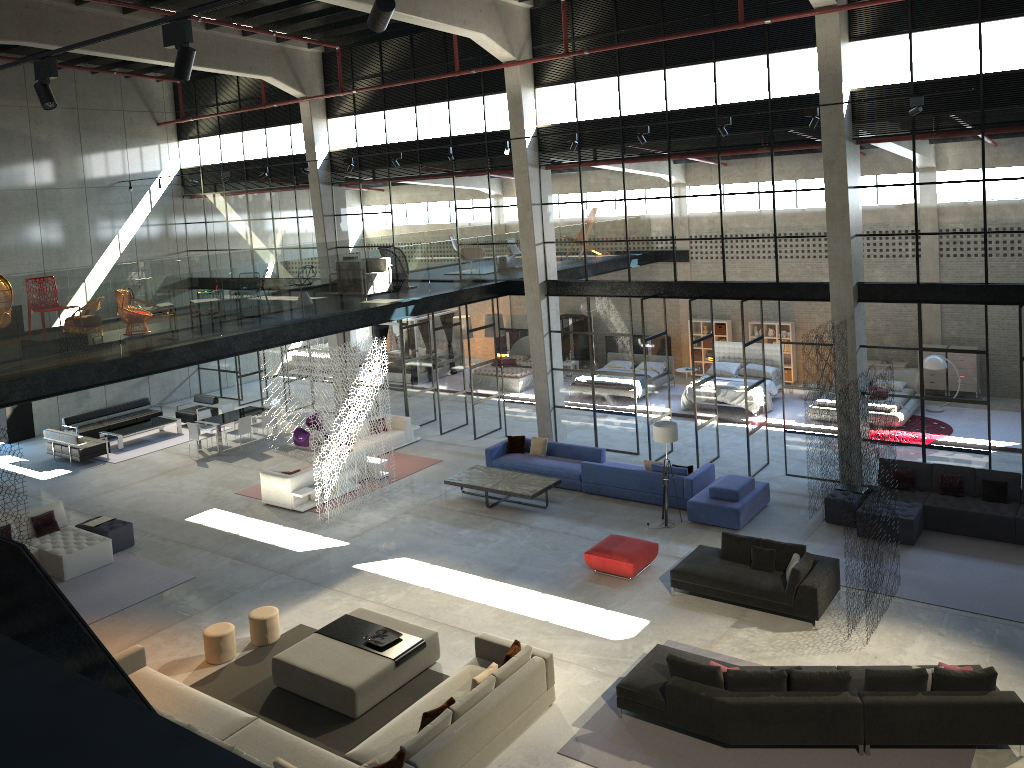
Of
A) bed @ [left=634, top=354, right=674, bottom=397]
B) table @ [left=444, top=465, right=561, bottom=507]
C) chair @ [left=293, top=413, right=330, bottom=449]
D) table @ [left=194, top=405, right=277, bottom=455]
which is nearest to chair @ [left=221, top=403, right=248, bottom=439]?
table @ [left=194, top=405, right=277, bottom=455]

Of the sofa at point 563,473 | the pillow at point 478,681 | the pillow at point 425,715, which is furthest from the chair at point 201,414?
the pillow at point 425,715

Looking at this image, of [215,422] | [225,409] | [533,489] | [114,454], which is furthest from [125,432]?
[533,489]

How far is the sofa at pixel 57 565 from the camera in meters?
14.9 m

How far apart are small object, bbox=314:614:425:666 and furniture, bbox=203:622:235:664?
1.3m

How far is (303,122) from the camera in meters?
23.0 m

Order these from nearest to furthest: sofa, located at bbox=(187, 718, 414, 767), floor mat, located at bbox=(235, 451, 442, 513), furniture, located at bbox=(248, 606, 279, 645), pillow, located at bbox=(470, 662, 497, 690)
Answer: sofa, located at bbox=(187, 718, 414, 767) → pillow, located at bbox=(470, 662, 497, 690) → furniture, located at bbox=(248, 606, 279, 645) → floor mat, located at bbox=(235, 451, 442, 513)

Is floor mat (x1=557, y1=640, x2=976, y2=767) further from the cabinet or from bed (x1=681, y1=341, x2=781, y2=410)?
the cabinet

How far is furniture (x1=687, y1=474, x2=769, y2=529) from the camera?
15.2m

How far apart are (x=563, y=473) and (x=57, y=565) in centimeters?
929cm
